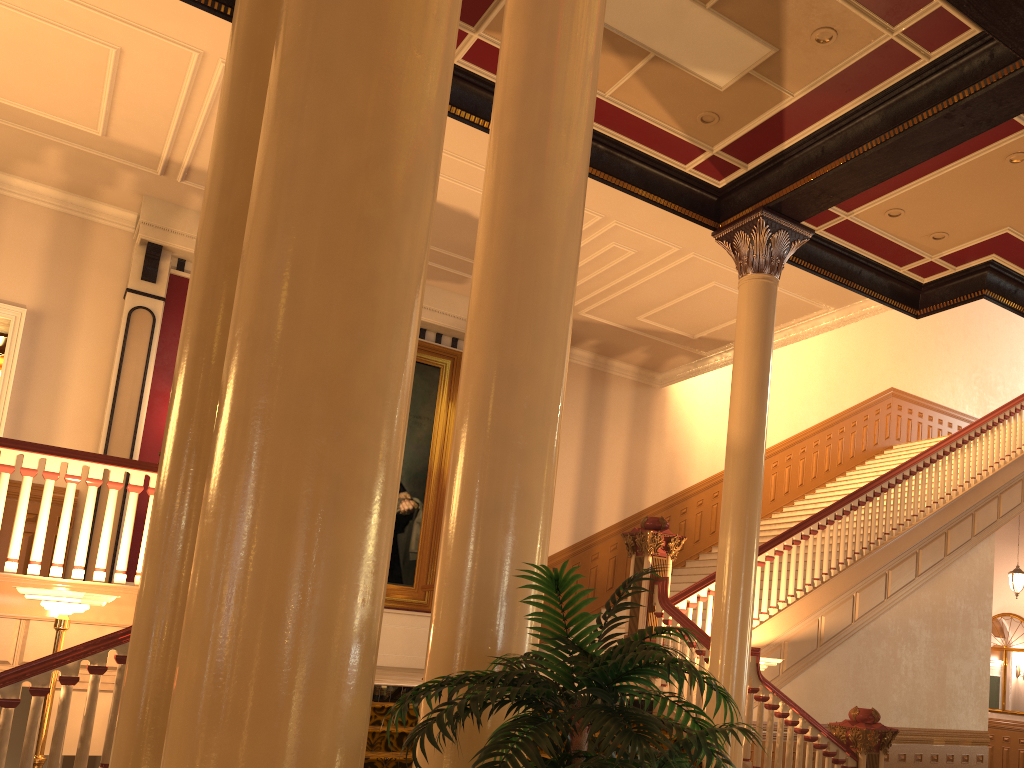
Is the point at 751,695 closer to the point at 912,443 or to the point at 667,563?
the point at 667,563

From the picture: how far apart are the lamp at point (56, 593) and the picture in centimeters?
548cm

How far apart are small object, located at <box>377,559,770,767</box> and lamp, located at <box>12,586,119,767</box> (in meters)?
3.91

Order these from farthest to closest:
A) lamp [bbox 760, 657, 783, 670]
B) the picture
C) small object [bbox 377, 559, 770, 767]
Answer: the picture → lamp [bbox 760, 657, 783, 670] → small object [bbox 377, 559, 770, 767]

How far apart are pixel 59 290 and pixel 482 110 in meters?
5.7

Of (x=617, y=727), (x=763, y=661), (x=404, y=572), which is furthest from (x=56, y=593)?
(x=404, y=572)

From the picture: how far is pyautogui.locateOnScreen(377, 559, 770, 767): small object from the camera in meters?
1.7 m

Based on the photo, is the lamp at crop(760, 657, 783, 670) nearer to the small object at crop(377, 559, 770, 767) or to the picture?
the picture

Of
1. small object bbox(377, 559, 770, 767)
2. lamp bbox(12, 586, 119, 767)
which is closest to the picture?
lamp bbox(12, 586, 119, 767)

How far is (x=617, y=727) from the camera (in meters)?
1.68
